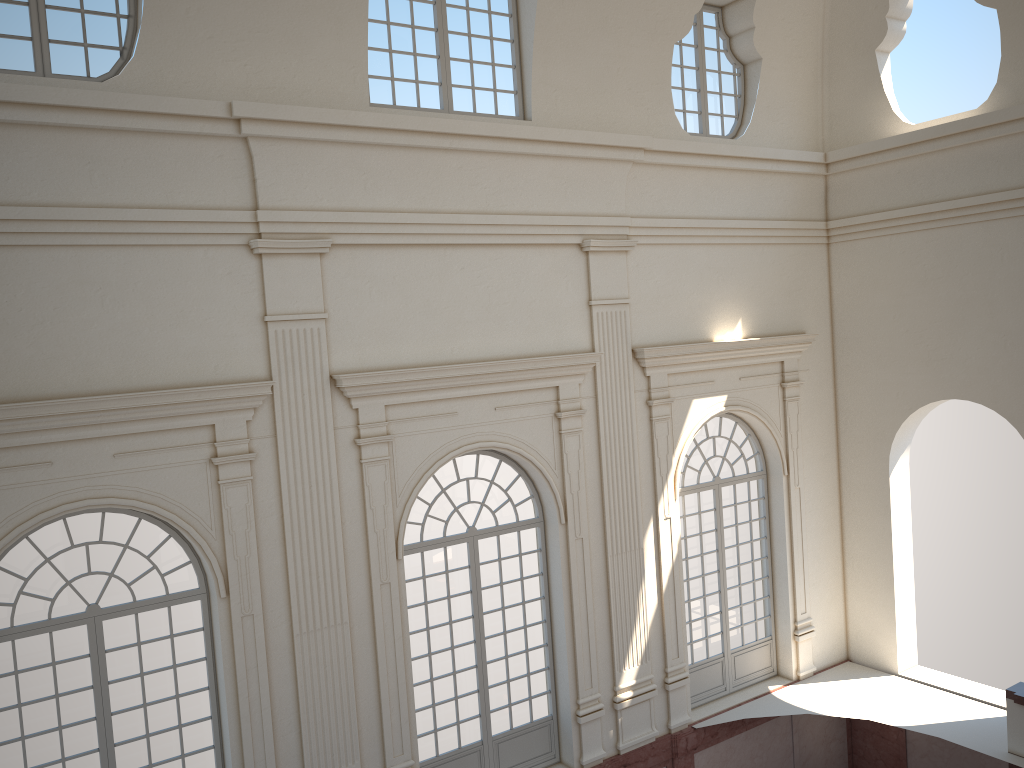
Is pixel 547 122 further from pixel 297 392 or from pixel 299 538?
pixel 299 538

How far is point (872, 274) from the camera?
13.49m
